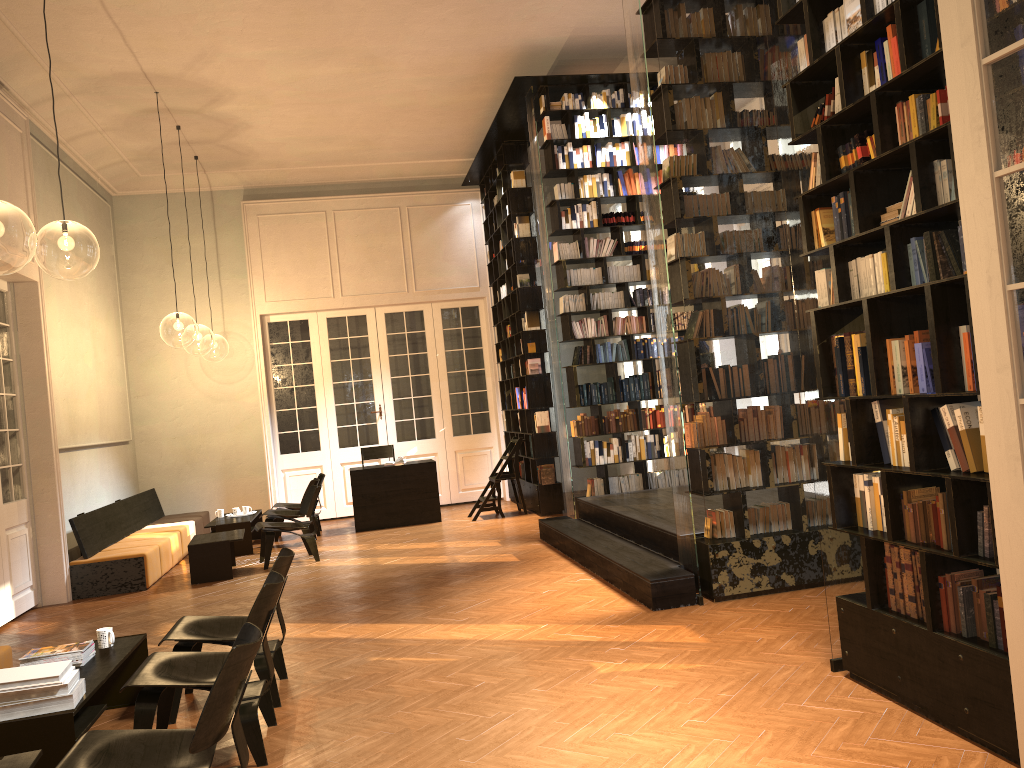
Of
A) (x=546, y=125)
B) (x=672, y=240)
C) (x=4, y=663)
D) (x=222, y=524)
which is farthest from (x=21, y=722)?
(x=546, y=125)

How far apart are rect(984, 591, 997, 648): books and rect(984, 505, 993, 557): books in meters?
0.2

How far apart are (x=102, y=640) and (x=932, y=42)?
5.1 meters

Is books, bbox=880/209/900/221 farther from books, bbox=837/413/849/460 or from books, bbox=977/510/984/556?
books, bbox=977/510/984/556

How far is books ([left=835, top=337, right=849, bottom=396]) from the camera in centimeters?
433cm

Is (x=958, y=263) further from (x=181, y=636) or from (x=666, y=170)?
(x=181, y=636)

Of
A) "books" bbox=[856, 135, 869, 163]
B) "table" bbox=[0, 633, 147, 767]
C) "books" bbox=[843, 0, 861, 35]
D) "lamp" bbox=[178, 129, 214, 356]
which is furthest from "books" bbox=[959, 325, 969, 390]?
"lamp" bbox=[178, 129, 214, 356]

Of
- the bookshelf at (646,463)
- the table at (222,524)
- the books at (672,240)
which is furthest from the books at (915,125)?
the table at (222,524)

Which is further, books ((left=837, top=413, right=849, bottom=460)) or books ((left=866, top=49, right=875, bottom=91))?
books ((left=837, top=413, right=849, bottom=460))

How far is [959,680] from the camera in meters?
3.6 m
